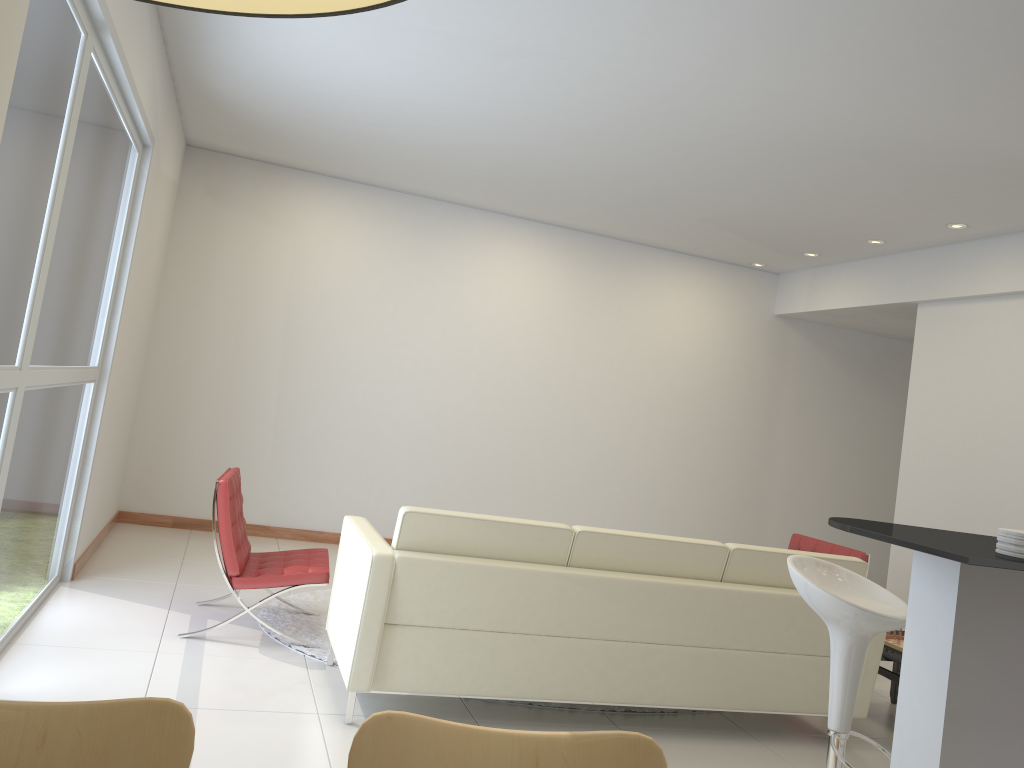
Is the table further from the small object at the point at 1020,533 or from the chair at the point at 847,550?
the small object at the point at 1020,533

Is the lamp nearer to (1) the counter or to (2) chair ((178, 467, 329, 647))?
(1) the counter

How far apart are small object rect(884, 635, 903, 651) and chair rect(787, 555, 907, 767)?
1.8 meters

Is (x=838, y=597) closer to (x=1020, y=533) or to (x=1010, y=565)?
(x=1020, y=533)

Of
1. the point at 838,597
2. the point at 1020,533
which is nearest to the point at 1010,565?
the point at 1020,533

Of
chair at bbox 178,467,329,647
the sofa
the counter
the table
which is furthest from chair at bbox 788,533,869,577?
chair at bbox 178,467,329,647

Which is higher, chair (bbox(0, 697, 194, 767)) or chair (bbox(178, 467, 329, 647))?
chair (bbox(0, 697, 194, 767))

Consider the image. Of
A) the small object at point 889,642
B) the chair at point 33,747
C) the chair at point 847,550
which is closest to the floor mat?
the small object at point 889,642

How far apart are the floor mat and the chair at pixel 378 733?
3.1 meters

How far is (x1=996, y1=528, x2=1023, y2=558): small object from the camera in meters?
2.3 m
